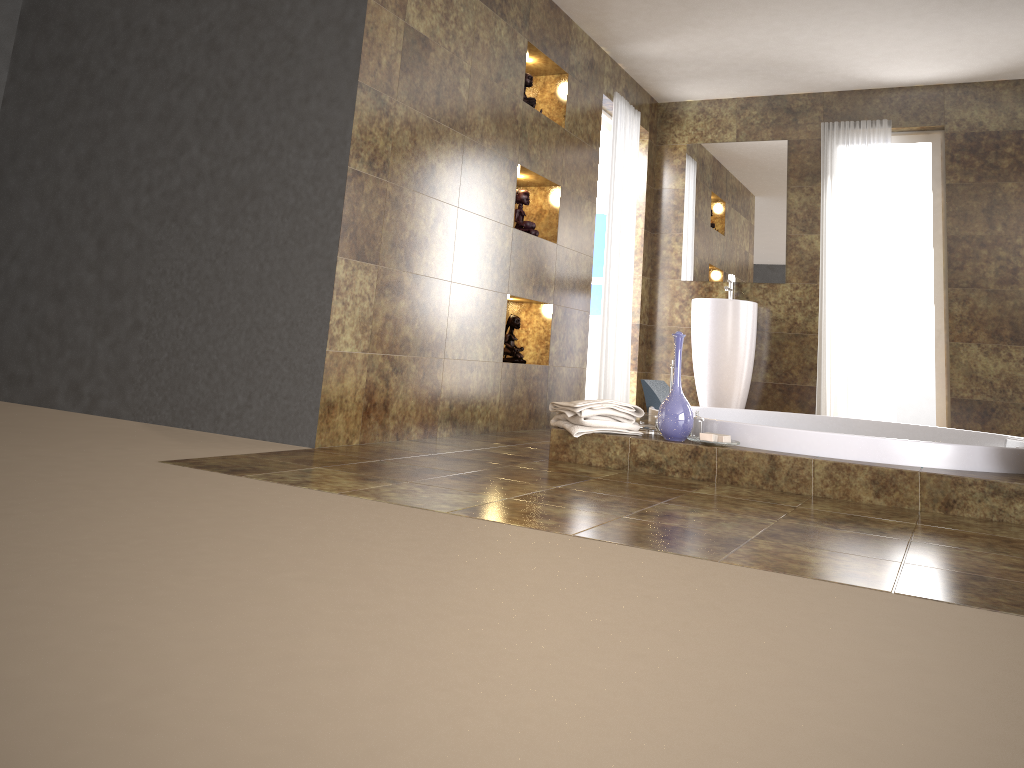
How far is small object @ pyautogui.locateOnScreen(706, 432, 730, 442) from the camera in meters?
3.3

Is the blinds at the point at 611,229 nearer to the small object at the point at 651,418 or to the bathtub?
the bathtub

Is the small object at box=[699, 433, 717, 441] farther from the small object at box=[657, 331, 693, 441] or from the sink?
the sink

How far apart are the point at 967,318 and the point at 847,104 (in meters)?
1.68

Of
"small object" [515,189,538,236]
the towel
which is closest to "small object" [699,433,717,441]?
the towel

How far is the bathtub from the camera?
3.1 meters

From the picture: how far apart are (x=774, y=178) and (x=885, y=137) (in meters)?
0.77

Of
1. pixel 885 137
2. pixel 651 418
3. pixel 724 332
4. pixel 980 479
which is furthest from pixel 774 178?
pixel 980 479

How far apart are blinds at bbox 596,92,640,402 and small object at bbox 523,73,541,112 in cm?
109

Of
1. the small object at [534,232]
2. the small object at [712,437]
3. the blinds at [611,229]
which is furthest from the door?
the small object at [712,437]
